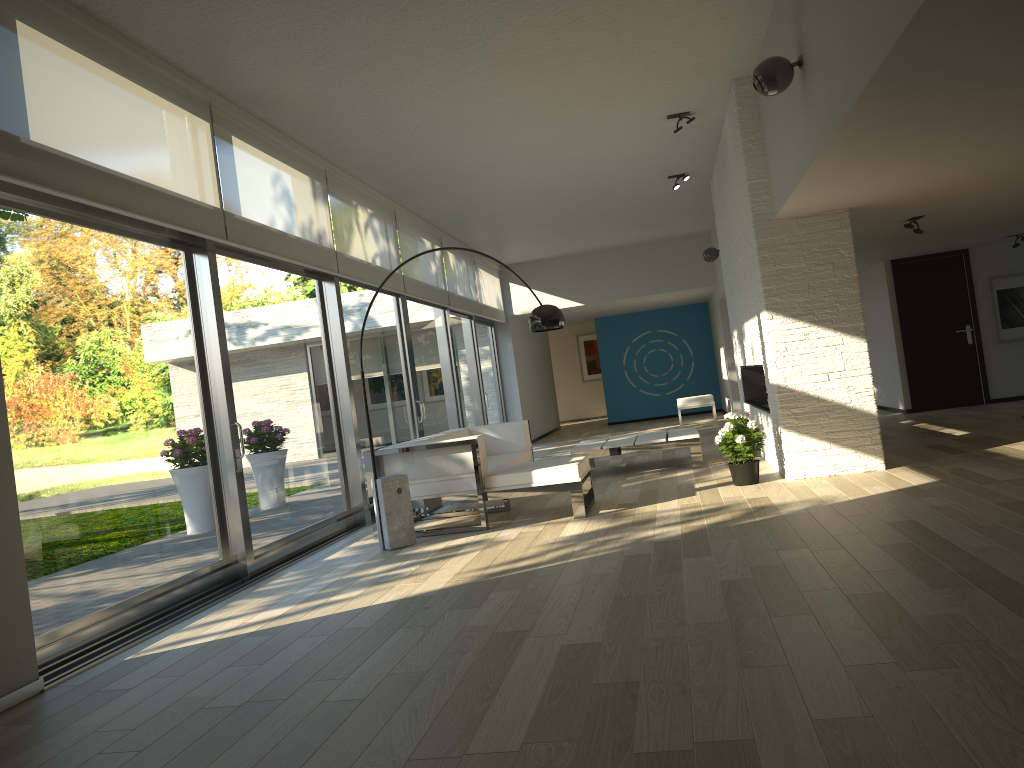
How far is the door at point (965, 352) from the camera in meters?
11.1 m

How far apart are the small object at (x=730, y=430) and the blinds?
3.34m

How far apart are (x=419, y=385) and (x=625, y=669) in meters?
6.8

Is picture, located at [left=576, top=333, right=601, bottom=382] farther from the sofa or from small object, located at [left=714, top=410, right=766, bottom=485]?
small object, located at [left=714, top=410, right=766, bottom=485]

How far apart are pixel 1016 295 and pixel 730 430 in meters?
6.5 m

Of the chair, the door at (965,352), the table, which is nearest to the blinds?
the table

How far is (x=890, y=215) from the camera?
7.2m

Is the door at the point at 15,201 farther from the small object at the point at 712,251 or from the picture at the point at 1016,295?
the picture at the point at 1016,295

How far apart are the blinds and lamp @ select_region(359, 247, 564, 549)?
1.70m

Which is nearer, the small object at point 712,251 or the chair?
the small object at point 712,251
